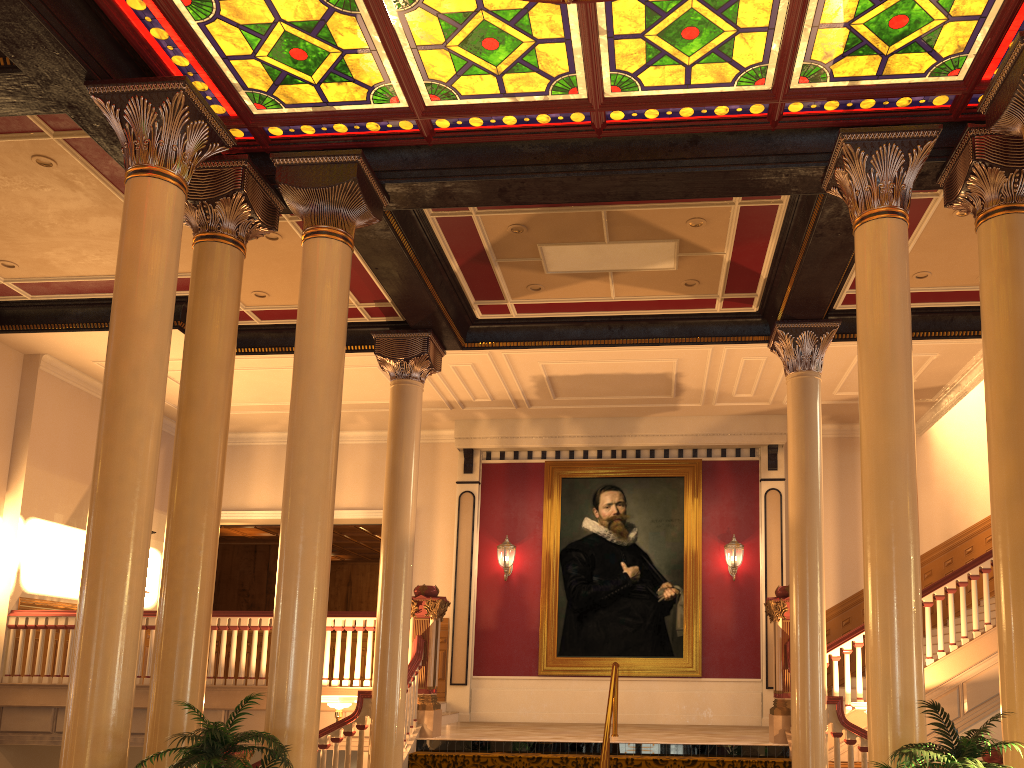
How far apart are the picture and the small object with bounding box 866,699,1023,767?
8.3 meters

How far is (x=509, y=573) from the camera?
13.7 meters

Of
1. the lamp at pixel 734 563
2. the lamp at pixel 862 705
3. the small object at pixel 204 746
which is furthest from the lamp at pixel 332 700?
the lamp at pixel 734 563

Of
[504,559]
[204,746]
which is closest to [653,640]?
[504,559]

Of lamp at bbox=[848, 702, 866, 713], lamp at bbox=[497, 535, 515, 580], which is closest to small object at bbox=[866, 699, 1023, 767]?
lamp at bbox=[848, 702, 866, 713]

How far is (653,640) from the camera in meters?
13.0

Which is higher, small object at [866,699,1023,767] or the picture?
the picture

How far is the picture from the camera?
13.0m

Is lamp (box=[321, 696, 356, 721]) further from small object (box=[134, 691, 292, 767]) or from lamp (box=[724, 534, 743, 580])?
lamp (box=[724, 534, 743, 580])

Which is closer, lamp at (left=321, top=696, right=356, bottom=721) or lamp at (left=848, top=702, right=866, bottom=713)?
lamp at (left=848, top=702, right=866, bottom=713)
